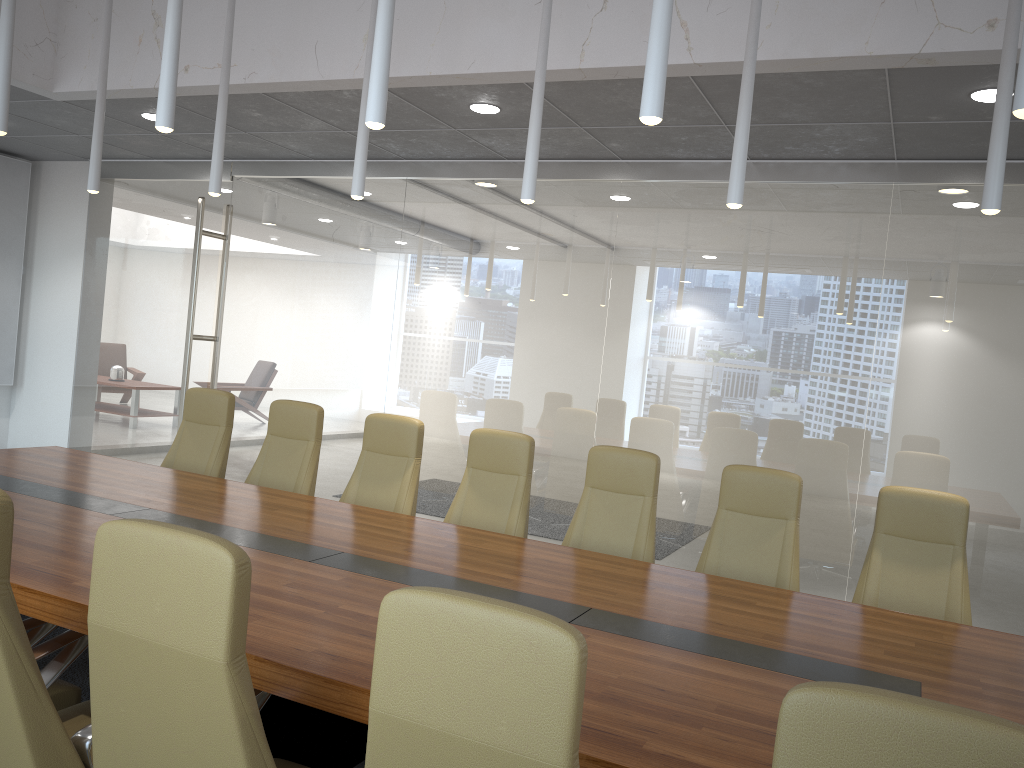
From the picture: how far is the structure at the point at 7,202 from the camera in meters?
9.6

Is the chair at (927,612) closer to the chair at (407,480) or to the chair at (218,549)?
the chair at (407,480)

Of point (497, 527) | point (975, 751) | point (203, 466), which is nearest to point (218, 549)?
point (975, 751)

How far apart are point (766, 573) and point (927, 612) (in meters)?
0.79

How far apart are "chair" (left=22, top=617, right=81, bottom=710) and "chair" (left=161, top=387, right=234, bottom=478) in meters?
3.0 m

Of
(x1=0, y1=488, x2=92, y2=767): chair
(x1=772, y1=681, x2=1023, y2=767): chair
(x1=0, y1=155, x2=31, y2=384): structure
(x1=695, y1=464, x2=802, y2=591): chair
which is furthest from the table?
(x1=0, y1=155, x2=31, y2=384): structure

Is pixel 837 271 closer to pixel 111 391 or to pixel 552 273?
pixel 552 273

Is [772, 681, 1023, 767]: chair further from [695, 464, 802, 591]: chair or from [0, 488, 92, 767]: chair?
[695, 464, 802, 591]: chair

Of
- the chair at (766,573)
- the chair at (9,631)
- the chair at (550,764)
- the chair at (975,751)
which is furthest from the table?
the chair at (975,751)

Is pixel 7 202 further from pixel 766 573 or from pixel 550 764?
pixel 550 764
